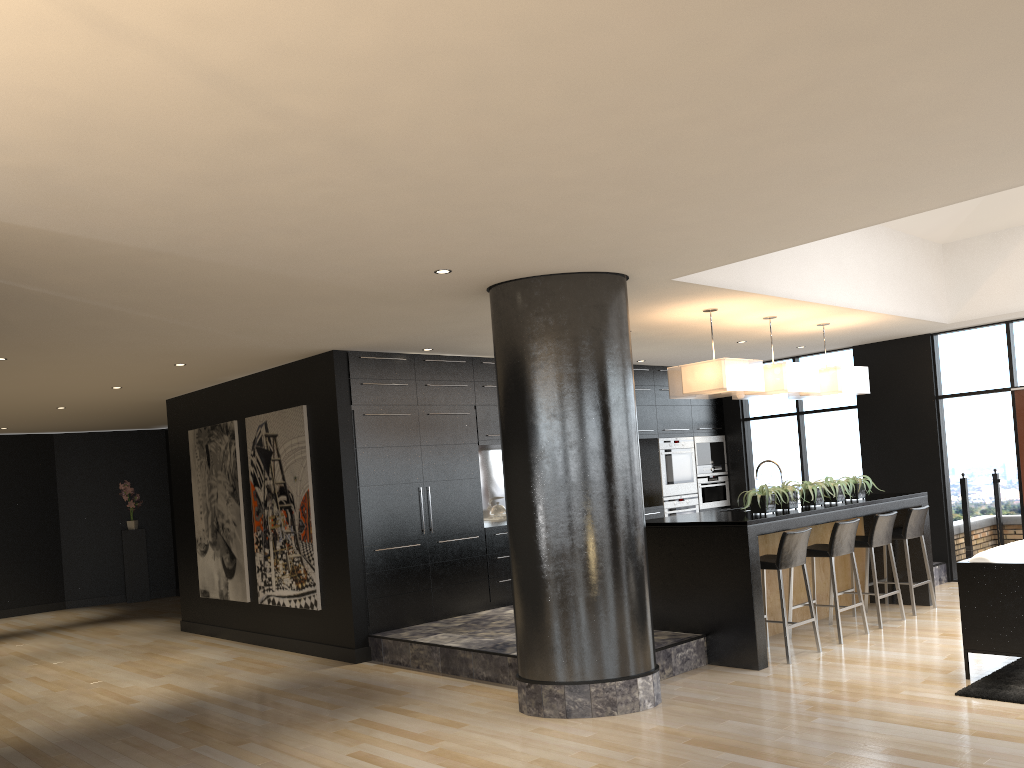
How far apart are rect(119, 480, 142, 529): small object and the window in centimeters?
940cm

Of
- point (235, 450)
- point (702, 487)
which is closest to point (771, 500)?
point (702, 487)

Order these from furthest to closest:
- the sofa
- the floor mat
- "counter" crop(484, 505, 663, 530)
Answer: "counter" crop(484, 505, 663, 530)
the sofa
the floor mat

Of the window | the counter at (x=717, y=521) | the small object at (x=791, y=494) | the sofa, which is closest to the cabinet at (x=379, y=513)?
the window

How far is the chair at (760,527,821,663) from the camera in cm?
639

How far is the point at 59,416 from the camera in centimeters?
1139cm

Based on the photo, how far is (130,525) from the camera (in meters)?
13.79

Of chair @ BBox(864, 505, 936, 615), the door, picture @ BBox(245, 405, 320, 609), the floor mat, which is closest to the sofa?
the floor mat

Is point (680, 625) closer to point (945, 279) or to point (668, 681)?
point (668, 681)

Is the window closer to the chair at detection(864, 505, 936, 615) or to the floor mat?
the chair at detection(864, 505, 936, 615)
